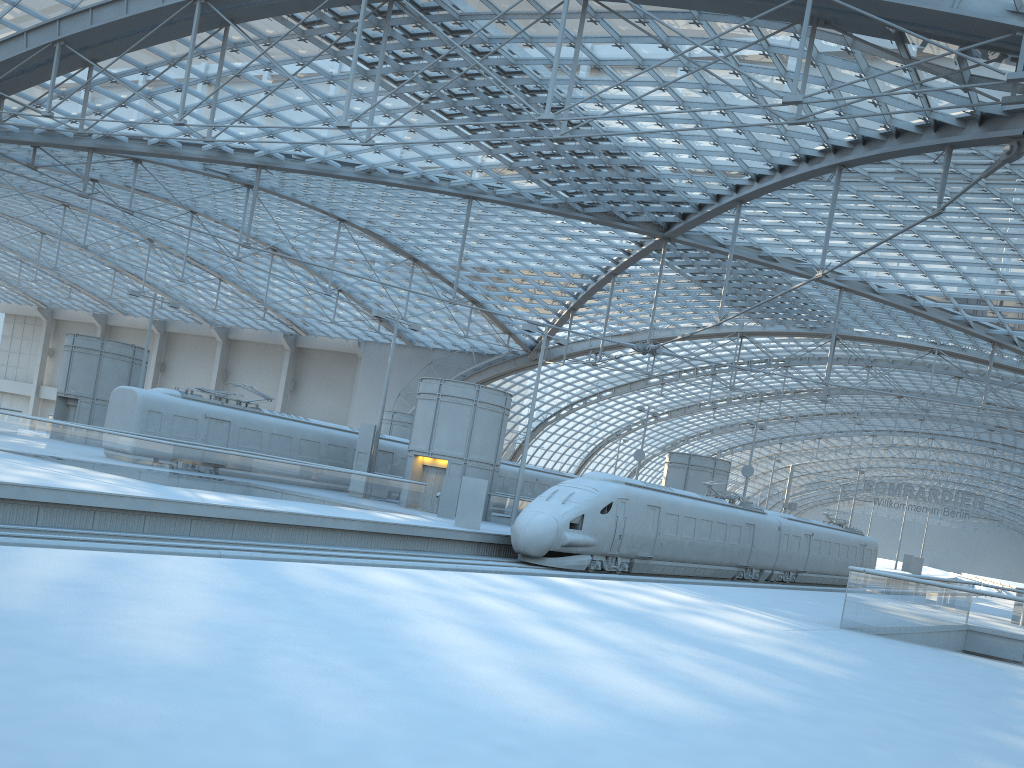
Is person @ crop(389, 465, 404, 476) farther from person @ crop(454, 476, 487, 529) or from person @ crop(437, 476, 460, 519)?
person @ crop(454, 476, 487, 529)

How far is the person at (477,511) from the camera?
28.48m

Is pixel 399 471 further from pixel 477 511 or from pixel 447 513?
pixel 477 511

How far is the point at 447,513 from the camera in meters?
32.9

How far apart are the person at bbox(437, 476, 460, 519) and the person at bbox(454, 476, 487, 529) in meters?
4.3

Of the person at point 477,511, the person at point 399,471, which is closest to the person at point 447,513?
the person at point 477,511

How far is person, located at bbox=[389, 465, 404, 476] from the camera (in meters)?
41.83

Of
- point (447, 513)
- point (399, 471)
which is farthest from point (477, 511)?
point (399, 471)

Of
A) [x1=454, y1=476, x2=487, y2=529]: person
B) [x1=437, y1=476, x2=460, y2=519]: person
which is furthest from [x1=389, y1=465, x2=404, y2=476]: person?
[x1=454, y1=476, x2=487, y2=529]: person

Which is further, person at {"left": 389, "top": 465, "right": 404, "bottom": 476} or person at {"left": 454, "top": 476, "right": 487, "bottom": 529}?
person at {"left": 389, "top": 465, "right": 404, "bottom": 476}
